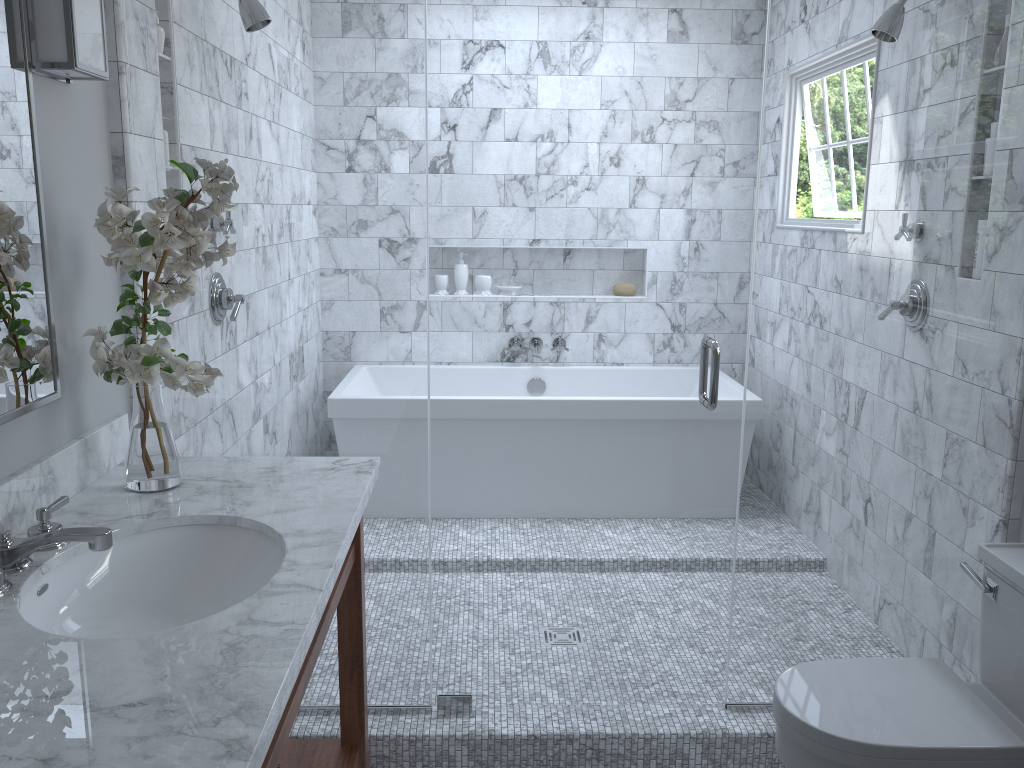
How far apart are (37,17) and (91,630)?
1.18m

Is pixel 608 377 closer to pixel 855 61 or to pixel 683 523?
pixel 683 523

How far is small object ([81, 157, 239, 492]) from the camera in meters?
1.7 m

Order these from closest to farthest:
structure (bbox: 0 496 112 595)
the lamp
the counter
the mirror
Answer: the counter → structure (bbox: 0 496 112 595) → the mirror → the lamp

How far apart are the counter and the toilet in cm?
97

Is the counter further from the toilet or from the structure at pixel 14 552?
the toilet

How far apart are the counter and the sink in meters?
0.0

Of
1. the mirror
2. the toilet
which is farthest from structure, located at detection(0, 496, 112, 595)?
the toilet

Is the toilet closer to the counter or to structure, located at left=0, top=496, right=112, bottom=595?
the counter

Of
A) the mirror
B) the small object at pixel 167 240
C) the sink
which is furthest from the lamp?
the sink
